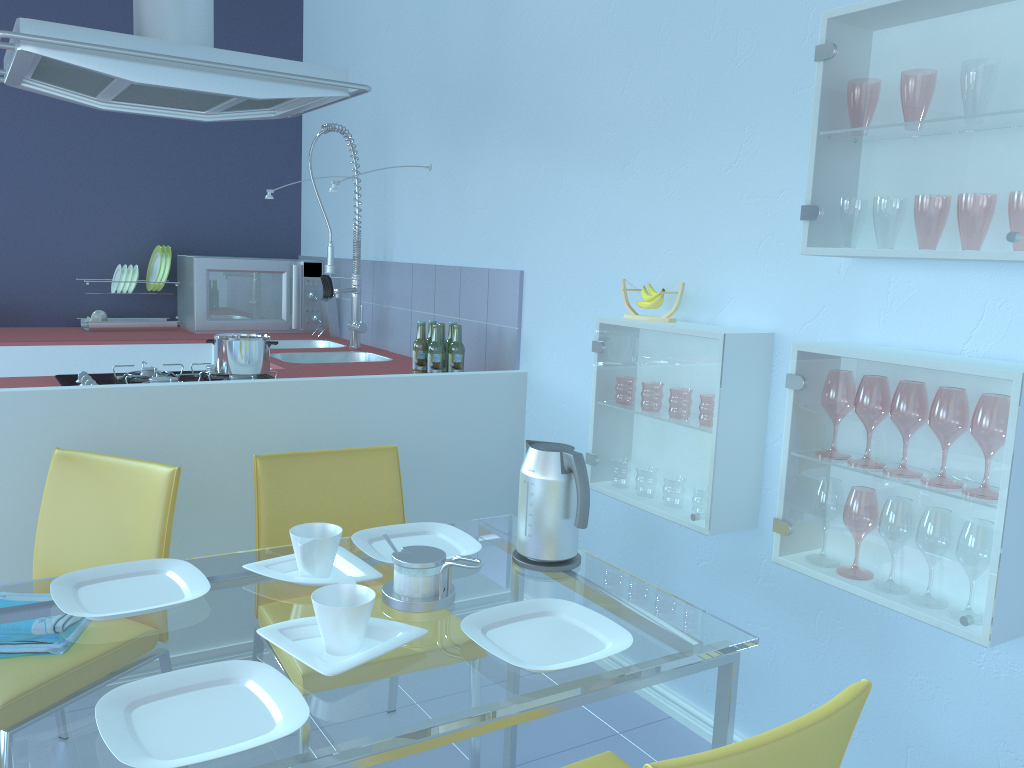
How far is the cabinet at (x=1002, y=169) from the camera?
1.4 meters

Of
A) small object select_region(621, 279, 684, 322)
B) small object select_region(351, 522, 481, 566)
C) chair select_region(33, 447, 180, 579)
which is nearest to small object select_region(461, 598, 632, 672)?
small object select_region(351, 522, 481, 566)

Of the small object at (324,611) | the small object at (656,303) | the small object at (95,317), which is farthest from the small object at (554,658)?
the small object at (95,317)

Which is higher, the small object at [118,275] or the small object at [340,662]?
the small object at [118,275]

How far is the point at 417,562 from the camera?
1.44m

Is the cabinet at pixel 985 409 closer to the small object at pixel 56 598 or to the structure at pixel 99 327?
the small object at pixel 56 598

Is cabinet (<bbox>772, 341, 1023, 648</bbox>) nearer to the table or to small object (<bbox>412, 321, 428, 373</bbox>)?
the table

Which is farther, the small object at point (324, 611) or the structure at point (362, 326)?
the structure at point (362, 326)

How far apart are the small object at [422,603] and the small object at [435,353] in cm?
140

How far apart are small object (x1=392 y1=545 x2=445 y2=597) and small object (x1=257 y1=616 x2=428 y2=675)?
0.1 meters
